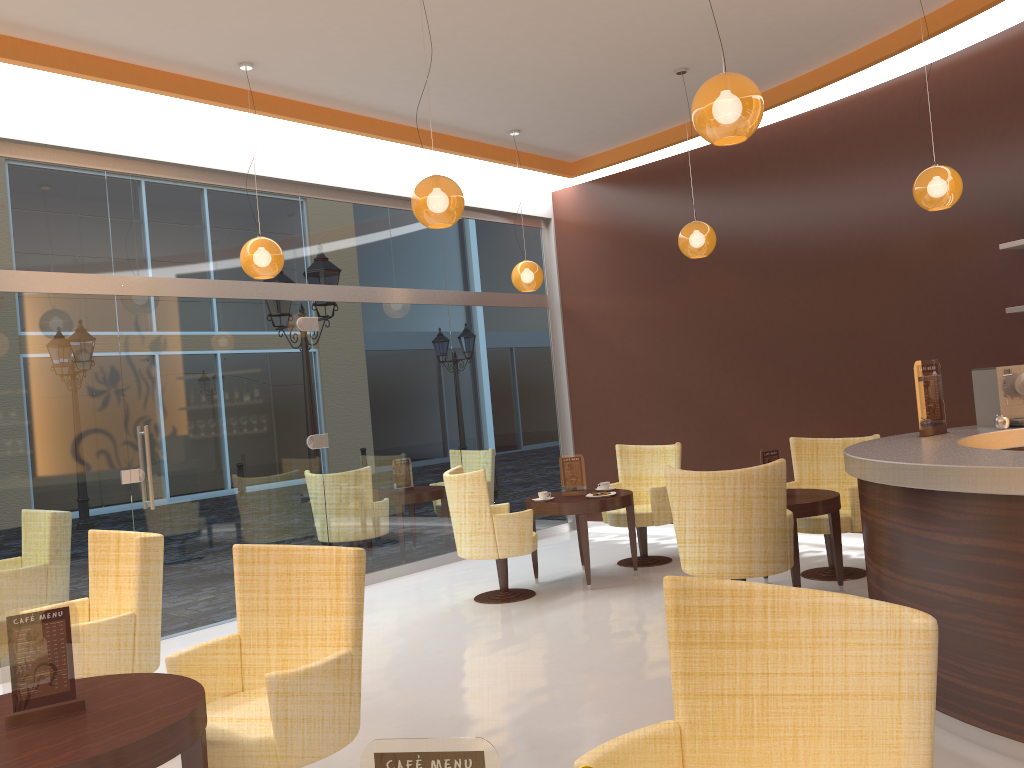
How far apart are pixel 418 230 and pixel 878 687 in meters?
7.2

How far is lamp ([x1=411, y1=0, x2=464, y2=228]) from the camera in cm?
481

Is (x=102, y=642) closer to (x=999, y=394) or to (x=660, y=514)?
(x=660, y=514)

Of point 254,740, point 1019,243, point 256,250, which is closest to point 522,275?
point 256,250

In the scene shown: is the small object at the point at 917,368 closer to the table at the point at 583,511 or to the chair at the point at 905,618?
the table at the point at 583,511

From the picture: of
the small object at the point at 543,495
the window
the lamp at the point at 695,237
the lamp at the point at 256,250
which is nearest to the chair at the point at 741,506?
the small object at the point at 543,495

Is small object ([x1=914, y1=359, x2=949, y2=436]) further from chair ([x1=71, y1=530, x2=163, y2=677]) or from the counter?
chair ([x1=71, y1=530, x2=163, y2=677])

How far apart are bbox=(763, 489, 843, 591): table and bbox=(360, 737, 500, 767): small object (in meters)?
4.77

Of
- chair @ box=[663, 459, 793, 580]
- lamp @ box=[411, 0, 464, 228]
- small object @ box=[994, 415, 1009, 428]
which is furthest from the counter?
lamp @ box=[411, 0, 464, 228]

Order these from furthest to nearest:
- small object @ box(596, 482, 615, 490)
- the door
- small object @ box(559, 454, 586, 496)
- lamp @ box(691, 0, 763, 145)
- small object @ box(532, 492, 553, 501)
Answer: small object @ box(596, 482, 615, 490) < small object @ box(559, 454, 586, 496) < small object @ box(532, 492, 553, 501) < the door < lamp @ box(691, 0, 763, 145)
